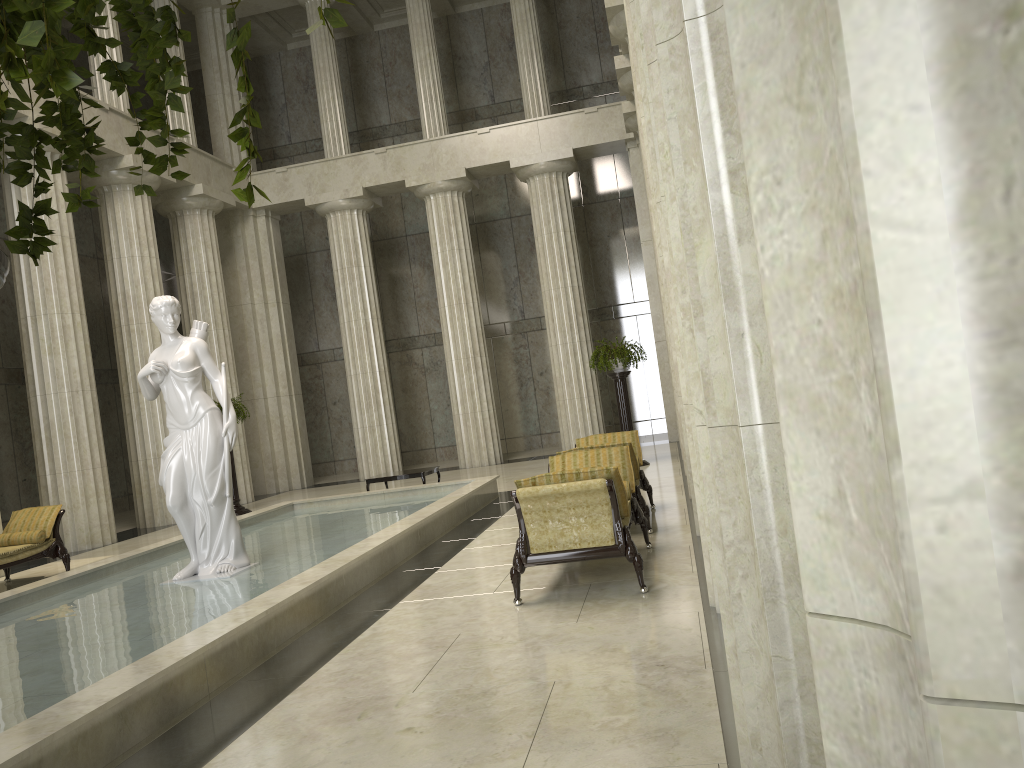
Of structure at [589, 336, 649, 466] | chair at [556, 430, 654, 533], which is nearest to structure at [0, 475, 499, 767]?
chair at [556, 430, 654, 533]

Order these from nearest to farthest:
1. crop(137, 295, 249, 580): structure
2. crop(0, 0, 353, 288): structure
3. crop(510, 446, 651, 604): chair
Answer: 1. crop(0, 0, 353, 288): structure
2. crop(510, 446, 651, 604): chair
3. crop(137, 295, 249, 580): structure

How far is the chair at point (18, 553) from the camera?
11.1m

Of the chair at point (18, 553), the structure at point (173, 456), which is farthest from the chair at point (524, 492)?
the chair at point (18, 553)

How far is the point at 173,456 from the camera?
8.8m

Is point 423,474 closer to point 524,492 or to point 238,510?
point 238,510

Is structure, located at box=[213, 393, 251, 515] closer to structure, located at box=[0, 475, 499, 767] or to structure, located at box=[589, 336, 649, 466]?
structure, located at box=[0, 475, 499, 767]

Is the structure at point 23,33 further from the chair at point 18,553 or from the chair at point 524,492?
the chair at point 18,553

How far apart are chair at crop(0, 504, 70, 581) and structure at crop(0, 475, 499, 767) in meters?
1.8

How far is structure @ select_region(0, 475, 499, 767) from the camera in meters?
4.4
